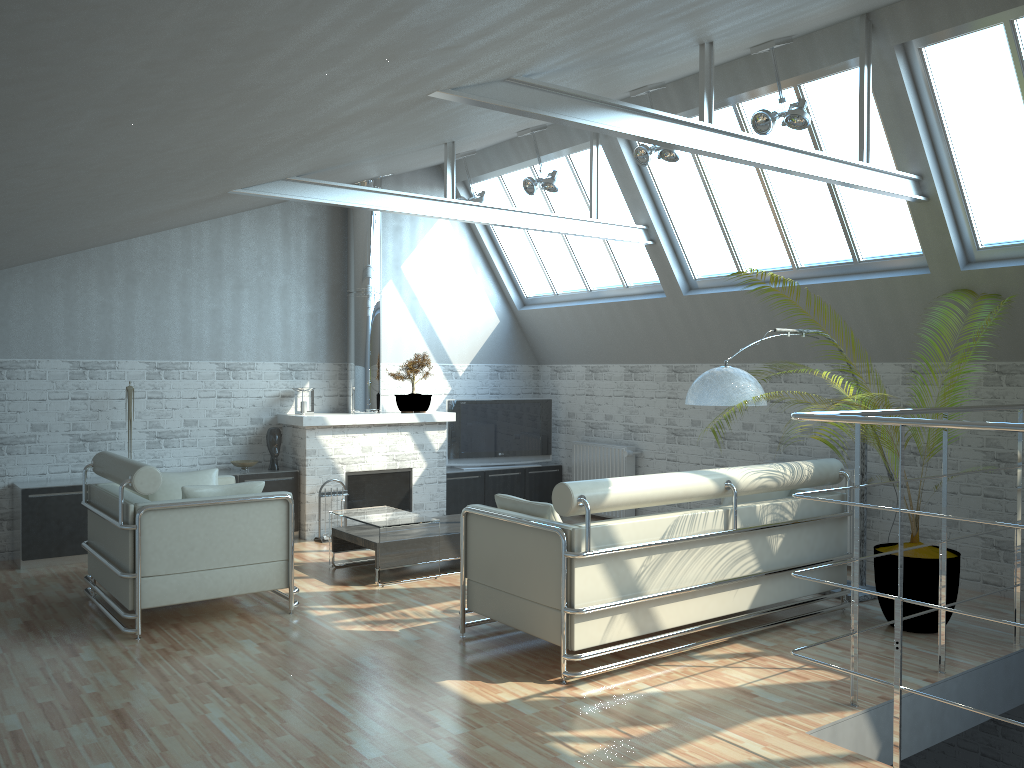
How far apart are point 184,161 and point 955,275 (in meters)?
10.09

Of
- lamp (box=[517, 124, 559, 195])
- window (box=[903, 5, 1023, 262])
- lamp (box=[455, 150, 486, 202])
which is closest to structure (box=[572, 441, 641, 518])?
lamp (box=[517, 124, 559, 195])

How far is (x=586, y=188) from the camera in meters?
16.9 m

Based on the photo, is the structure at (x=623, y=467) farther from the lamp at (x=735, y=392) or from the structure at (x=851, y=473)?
the lamp at (x=735, y=392)

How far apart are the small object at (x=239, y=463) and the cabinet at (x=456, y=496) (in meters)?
4.19

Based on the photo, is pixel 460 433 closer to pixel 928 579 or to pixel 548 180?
pixel 548 180

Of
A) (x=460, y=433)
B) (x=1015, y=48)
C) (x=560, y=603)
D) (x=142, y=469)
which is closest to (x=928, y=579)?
(x=560, y=603)

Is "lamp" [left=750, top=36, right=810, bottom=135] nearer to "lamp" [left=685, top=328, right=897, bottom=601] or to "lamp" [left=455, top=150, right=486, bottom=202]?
"lamp" [left=685, top=328, right=897, bottom=601]

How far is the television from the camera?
19.1m

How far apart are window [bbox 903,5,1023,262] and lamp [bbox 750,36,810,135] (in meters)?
1.41
